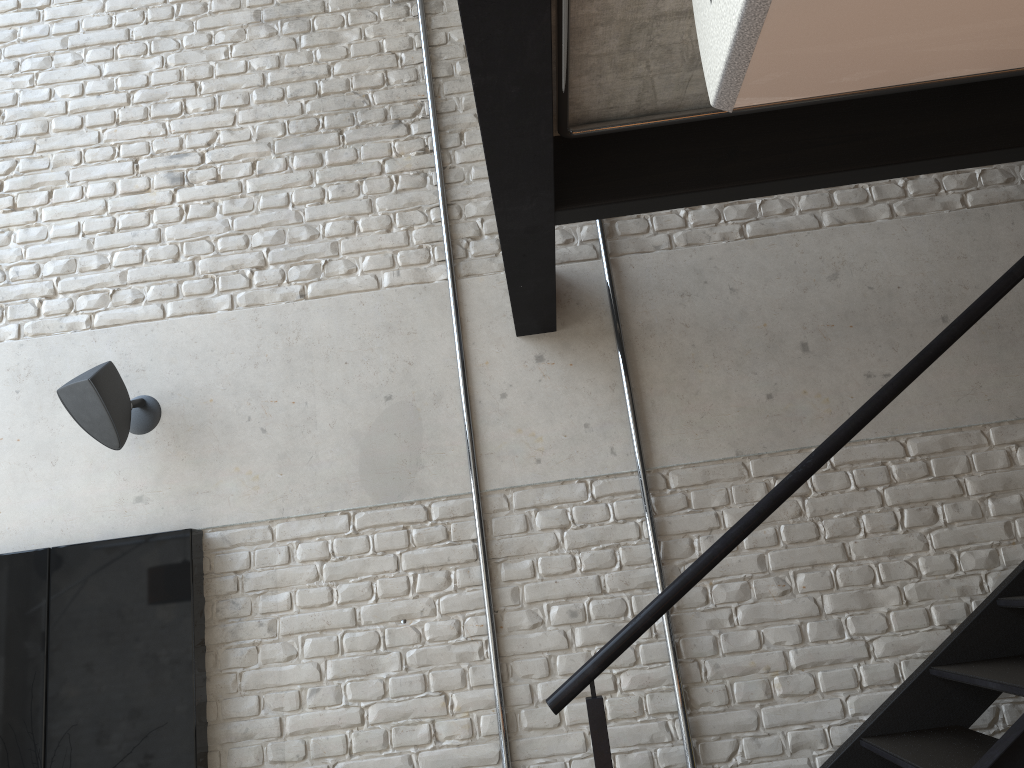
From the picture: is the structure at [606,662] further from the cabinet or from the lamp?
the lamp

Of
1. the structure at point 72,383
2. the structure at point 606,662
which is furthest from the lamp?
the structure at point 72,383

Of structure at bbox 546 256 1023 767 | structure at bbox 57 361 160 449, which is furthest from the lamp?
structure at bbox 57 361 160 449

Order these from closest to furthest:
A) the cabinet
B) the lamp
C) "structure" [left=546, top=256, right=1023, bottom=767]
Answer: the lamp < "structure" [left=546, top=256, right=1023, bottom=767] < the cabinet

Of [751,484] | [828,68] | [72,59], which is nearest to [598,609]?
[751,484]

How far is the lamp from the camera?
0.4 meters

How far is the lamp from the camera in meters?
0.4

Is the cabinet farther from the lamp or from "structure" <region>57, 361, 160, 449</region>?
the lamp

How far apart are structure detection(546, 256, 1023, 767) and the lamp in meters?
1.7 m

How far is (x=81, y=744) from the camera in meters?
2.8
